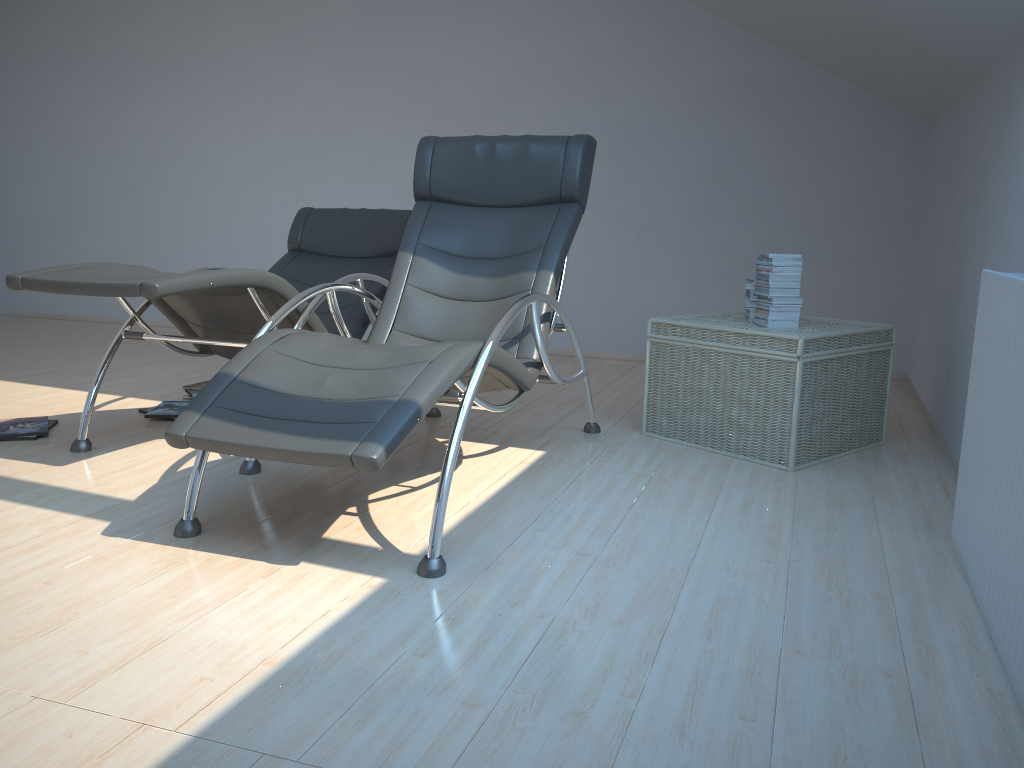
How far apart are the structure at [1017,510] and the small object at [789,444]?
0.78m

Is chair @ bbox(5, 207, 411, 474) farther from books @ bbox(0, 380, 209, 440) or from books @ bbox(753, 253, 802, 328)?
books @ bbox(753, 253, 802, 328)

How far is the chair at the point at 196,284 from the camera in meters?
2.9

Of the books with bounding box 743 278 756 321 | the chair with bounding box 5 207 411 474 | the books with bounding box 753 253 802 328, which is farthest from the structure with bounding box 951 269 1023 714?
the chair with bounding box 5 207 411 474

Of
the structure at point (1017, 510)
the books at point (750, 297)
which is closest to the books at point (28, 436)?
the books at point (750, 297)

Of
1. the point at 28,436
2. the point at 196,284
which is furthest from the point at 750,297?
the point at 28,436

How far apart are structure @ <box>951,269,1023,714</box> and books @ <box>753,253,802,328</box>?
1.1 meters

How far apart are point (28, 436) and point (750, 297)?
3.0m

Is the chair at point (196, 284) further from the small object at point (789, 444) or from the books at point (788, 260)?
the books at point (788, 260)

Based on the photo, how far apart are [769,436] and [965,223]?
1.27m
